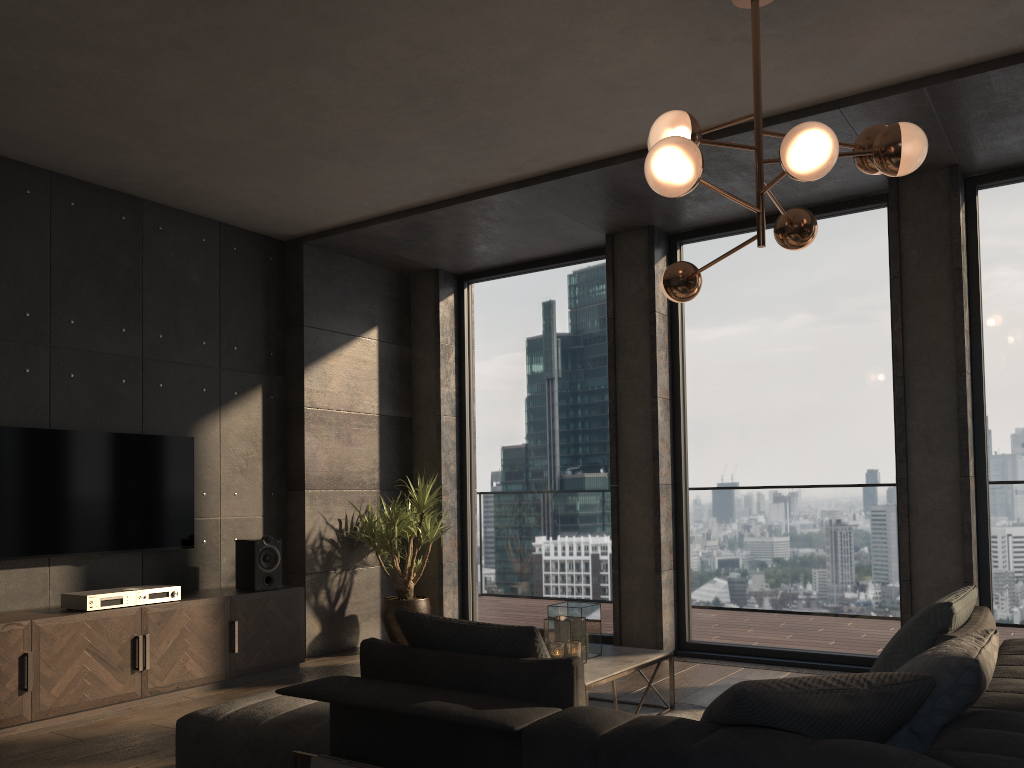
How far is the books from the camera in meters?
2.5

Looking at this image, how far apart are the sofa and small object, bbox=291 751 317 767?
0.1 meters

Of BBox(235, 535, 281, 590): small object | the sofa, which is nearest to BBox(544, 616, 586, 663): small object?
Result: the sofa

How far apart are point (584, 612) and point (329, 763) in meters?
2.0

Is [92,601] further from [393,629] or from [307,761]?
[307,761]

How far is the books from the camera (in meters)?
2.51

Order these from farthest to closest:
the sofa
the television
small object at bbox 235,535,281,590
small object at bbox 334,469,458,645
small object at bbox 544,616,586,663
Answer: small object at bbox 334,469,458,645 → small object at bbox 235,535,281,590 → the television → small object at bbox 544,616,586,663 → the sofa

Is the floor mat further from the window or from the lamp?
the lamp

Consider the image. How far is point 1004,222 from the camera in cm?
530

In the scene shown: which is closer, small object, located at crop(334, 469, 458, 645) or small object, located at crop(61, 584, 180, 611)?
small object, located at crop(61, 584, 180, 611)
